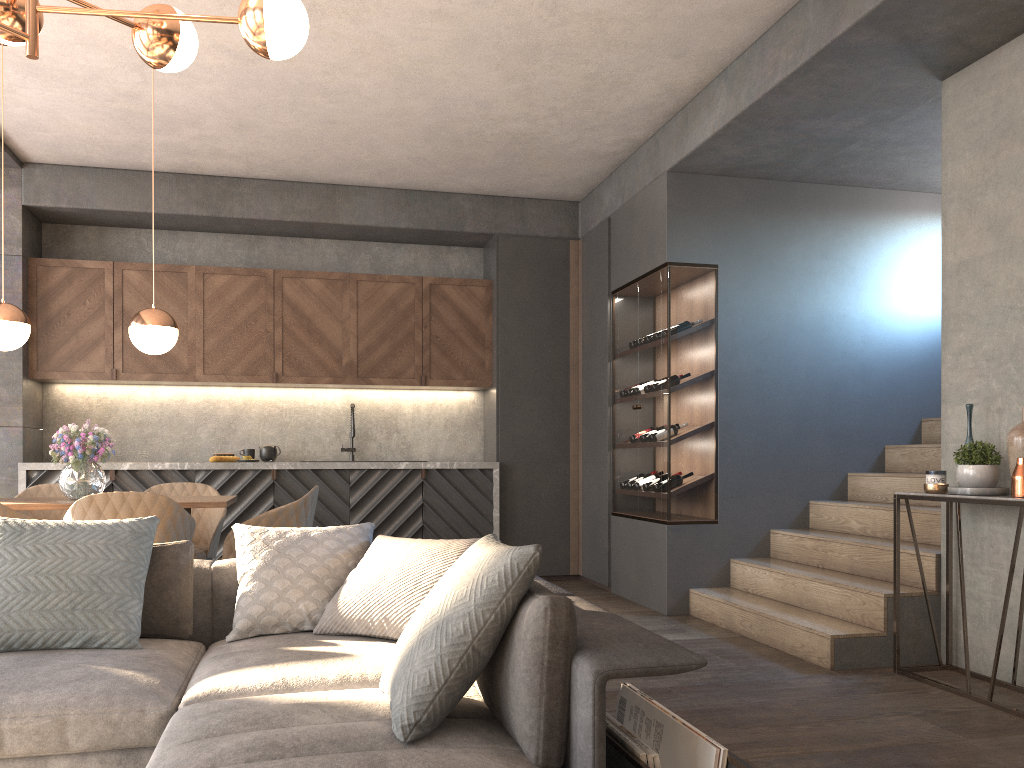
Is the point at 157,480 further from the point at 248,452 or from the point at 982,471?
the point at 982,471

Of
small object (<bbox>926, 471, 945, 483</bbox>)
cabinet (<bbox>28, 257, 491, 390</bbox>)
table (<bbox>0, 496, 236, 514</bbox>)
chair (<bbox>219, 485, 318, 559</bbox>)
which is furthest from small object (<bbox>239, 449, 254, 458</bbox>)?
small object (<bbox>926, 471, 945, 483</bbox>)

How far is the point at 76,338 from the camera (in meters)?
6.43

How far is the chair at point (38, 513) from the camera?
5.06m

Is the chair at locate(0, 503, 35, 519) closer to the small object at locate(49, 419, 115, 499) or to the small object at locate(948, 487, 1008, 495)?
the small object at locate(49, 419, 115, 499)

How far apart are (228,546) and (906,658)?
3.26m

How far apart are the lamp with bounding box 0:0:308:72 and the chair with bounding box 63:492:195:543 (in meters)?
1.78

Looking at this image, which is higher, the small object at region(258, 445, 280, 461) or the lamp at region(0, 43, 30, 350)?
the lamp at region(0, 43, 30, 350)

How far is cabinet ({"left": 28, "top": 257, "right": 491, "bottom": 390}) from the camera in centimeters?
643cm

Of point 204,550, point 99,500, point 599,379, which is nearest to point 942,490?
point 599,379
